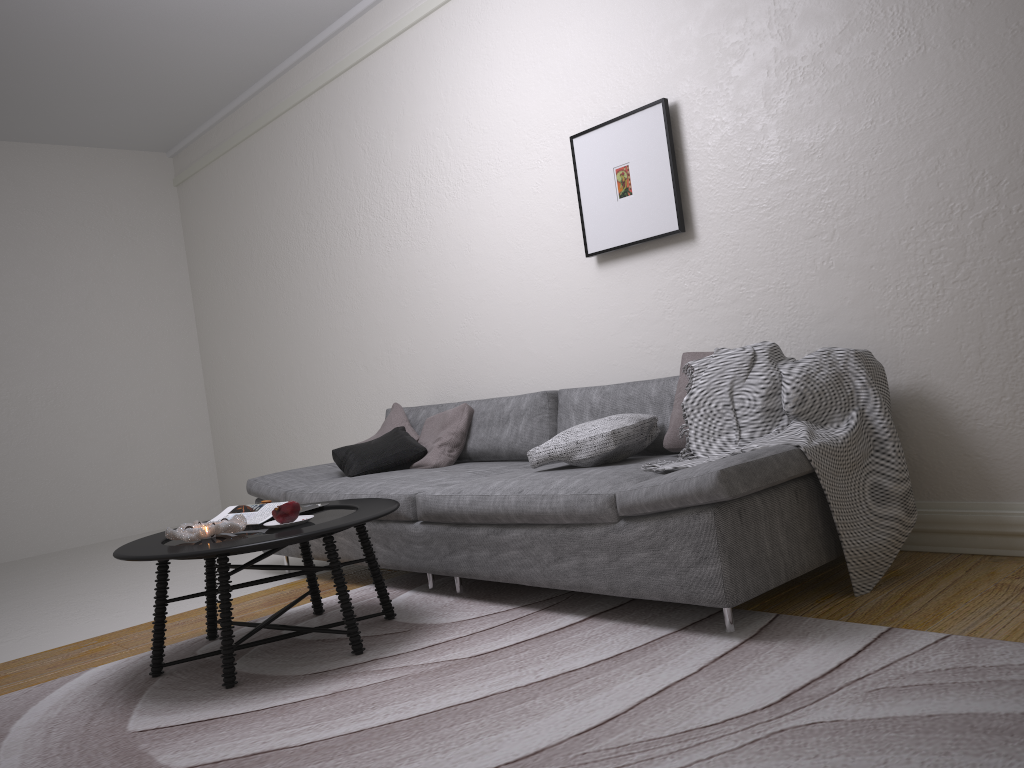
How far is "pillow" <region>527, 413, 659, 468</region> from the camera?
3.2m

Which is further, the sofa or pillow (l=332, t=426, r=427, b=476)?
pillow (l=332, t=426, r=427, b=476)

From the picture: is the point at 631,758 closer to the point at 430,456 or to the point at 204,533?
the point at 204,533

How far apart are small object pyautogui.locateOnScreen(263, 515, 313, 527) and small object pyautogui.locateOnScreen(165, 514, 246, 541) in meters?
0.1 m

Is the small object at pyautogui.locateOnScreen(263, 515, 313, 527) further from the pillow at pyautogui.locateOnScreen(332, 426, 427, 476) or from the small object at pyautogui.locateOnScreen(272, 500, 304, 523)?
the pillow at pyautogui.locateOnScreen(332, 426, 427, 476)

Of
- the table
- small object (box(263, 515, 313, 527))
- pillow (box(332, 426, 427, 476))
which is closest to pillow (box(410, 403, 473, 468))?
pillow (box(332, 426, 427, 476))

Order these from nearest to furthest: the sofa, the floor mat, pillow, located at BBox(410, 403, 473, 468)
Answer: the floor mat → the sofa → pillow, located at BBox(410, 403, 473, 468)

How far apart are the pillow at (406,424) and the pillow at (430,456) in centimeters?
6cm

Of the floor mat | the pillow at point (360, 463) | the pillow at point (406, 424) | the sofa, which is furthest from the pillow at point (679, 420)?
the pillow at point (406, 424)

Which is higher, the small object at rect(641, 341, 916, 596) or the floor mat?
the small object at rect(641, 341, 916, 596)
